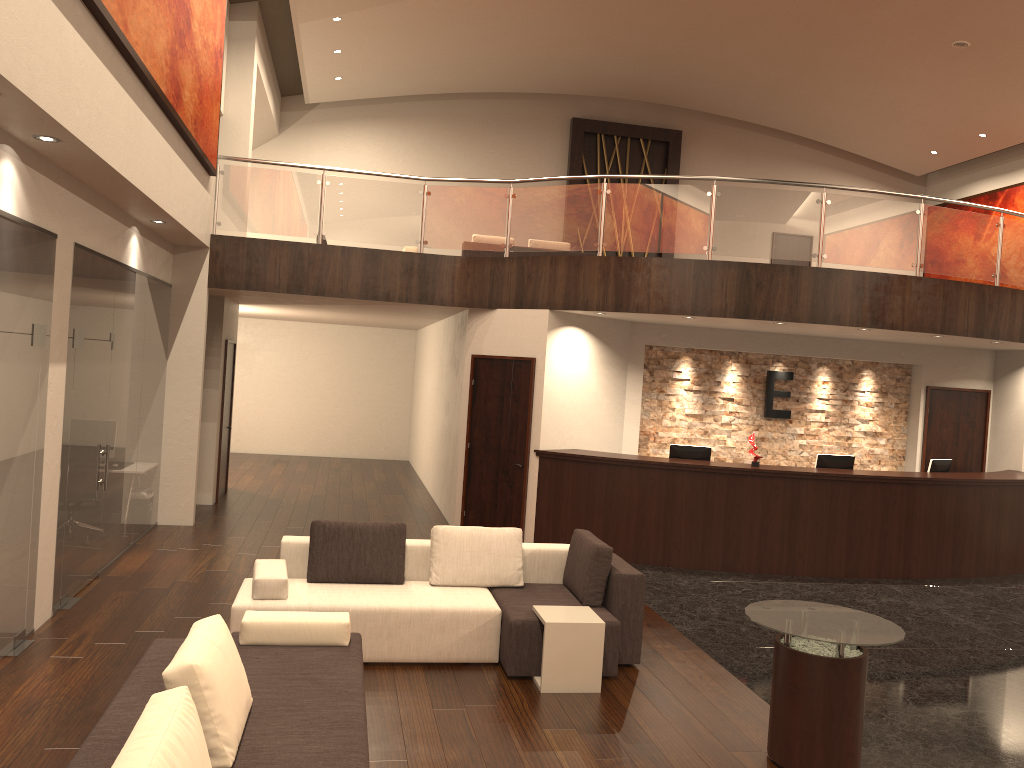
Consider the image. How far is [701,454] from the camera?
10.4m

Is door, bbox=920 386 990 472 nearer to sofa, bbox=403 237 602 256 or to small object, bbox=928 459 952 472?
small object, bbox=928 459 952 472

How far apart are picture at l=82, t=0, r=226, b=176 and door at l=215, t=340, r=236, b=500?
3.3m

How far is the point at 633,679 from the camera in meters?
6.1 m

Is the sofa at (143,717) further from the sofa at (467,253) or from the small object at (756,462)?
the sofa at (467,253)

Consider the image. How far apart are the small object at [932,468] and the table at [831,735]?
6.5m

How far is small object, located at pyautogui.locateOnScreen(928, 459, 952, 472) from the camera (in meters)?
10.81

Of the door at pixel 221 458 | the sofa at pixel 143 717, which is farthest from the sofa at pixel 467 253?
the sofa at pixel 143 717

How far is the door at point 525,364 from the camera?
10.43m

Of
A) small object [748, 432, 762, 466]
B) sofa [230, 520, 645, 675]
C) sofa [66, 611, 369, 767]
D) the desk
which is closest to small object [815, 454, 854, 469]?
the desk
